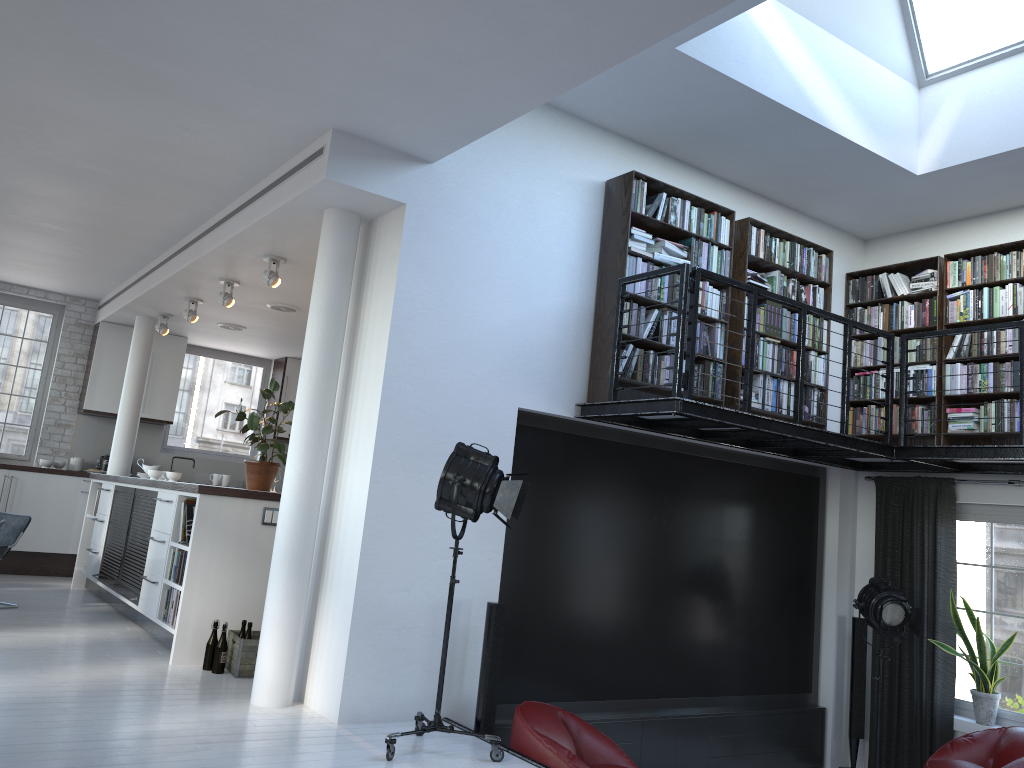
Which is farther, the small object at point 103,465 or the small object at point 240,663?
the small object at point 103,465

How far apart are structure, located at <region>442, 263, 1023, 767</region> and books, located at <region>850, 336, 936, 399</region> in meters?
0.5

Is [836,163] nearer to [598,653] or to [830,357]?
[830,357]

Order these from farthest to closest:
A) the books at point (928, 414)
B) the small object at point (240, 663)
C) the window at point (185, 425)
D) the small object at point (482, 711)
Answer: the window at point (185, 425)
the books at point (928, 414)
the small object at point (240, 663)
the small object at point (482, 711)

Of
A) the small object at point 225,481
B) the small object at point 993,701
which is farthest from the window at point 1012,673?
the small object at point 225,481

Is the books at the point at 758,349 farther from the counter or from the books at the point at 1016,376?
the counter

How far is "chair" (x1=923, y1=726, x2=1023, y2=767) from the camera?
5.9 meters

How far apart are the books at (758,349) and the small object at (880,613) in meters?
1.7 m

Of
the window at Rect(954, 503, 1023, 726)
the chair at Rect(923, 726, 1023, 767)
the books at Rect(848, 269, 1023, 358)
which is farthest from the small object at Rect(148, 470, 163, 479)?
the window at Rect(954, 503, 1023, 726)

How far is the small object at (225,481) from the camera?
11.3 meters
